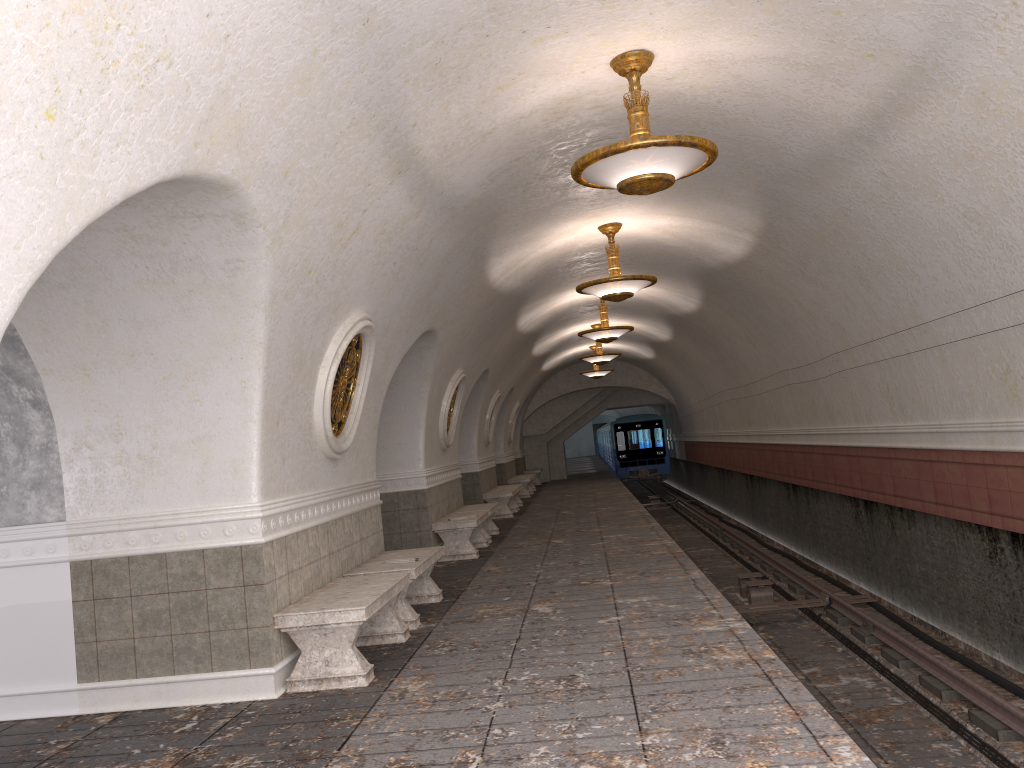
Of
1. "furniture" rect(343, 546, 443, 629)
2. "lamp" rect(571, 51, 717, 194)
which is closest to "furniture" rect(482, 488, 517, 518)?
"furniture" rect(343, 546, 443, 629)

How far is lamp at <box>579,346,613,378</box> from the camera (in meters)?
24.90

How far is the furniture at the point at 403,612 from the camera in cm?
737

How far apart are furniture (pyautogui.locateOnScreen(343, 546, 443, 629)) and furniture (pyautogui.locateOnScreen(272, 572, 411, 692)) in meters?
0.3 m

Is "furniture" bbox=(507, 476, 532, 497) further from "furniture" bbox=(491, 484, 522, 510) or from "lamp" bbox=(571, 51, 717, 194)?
"lamp" bbox=(571, 51, 717, 194)

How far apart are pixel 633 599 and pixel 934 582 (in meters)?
3.95

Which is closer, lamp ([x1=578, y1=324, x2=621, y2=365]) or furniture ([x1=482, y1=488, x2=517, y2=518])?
furniture ([x1=482, y1=488, x2=517, y2=518])

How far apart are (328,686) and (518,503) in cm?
1494

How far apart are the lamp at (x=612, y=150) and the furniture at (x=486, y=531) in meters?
7.7

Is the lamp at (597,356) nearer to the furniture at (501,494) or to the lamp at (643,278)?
the furniture at (501,494)
